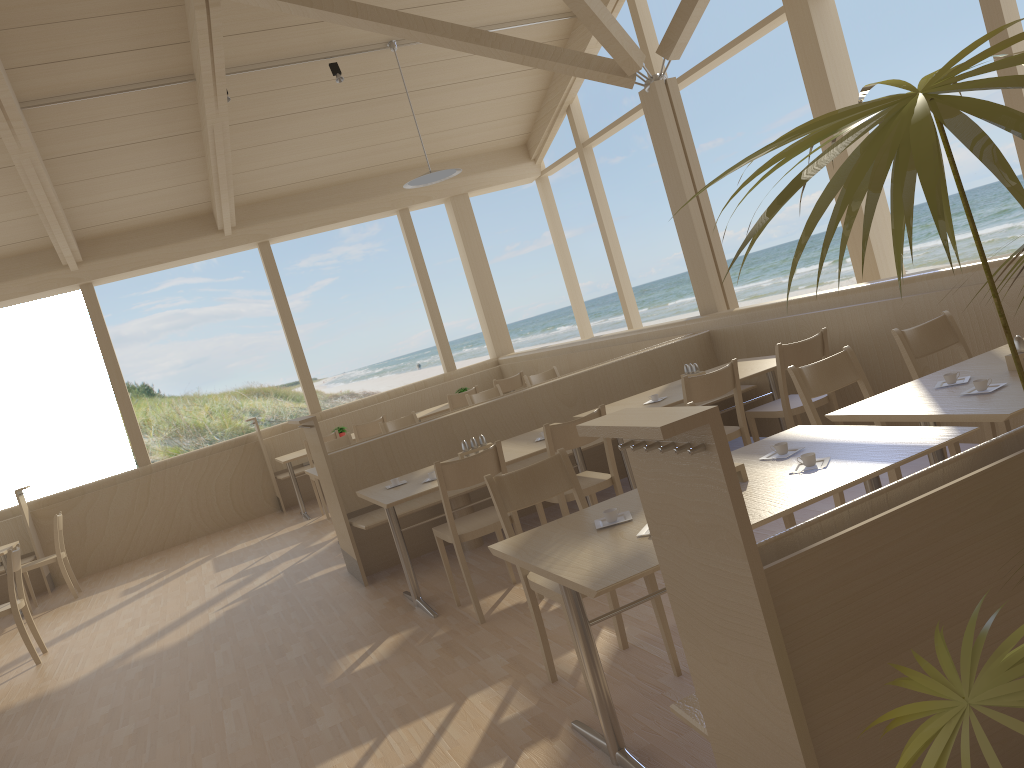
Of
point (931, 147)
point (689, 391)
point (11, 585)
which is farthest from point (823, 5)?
point (11, 585)

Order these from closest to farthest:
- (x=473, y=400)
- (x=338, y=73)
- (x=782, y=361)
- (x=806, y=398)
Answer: (x=806, y=398) < (x=782, y=361) < (x=473, y=400) < (x=338, y=73)

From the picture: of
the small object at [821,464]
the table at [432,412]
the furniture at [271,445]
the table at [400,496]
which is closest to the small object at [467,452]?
the table at [400,496]

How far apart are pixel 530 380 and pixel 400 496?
3.89m

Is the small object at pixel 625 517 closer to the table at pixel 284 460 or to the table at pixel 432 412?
the table at pixel 284 460

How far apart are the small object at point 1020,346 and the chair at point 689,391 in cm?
155

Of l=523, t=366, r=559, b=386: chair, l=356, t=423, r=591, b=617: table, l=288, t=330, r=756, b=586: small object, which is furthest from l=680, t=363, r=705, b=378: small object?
l=523, t=366, r=559, b=386: chair

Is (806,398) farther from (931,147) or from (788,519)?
(931,147)

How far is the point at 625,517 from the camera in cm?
271

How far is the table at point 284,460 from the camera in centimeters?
867cm
